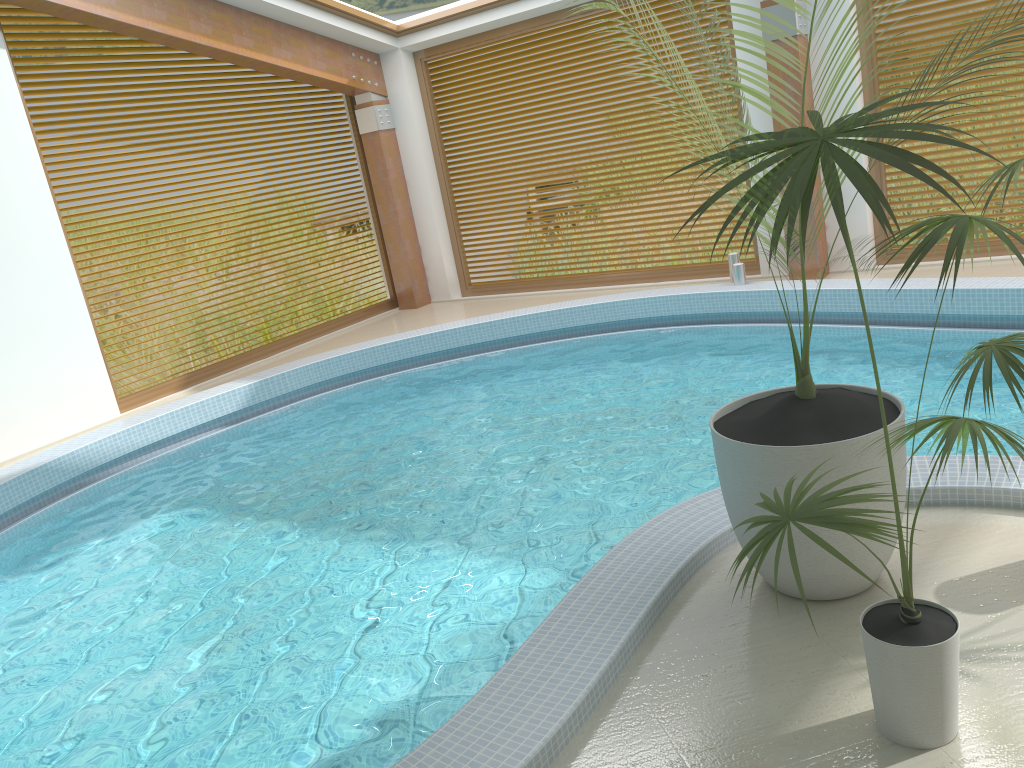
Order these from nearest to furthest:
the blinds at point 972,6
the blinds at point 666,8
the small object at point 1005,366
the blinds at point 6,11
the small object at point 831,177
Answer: the small object at point 831,177, the small object at point 1005,366, the blinds at point 972,6, the blinds at point 6,11, the blinds at point 666,8

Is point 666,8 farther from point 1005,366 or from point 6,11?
point 1005,366

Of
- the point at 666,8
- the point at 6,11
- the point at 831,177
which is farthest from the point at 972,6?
the point at 6,11

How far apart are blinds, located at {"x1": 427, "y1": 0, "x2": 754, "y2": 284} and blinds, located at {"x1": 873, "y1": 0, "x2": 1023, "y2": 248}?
1.7 meters

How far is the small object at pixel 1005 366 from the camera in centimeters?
283cm

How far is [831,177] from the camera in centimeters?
173cm

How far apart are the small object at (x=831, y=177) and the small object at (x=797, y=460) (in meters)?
0.34

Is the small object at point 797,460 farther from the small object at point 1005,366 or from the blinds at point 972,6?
the blinds at point 972,6

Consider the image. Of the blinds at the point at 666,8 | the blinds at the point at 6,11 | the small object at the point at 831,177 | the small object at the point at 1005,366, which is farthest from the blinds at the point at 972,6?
the blinds at the point at 6,11

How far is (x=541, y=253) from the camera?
16.4m
